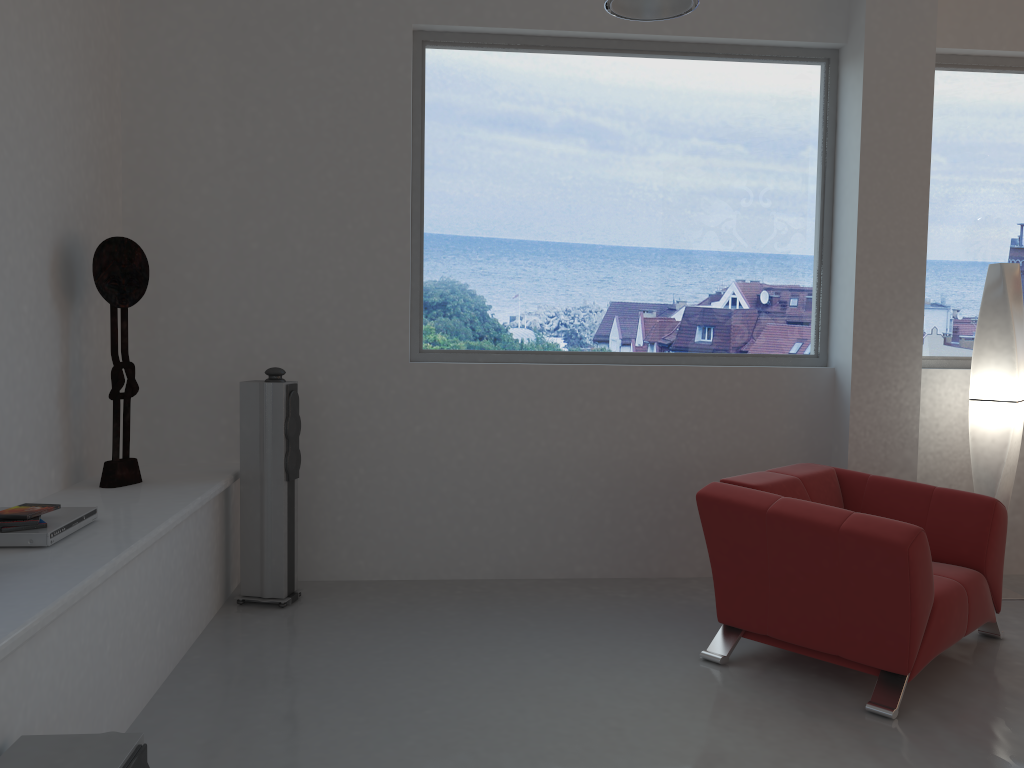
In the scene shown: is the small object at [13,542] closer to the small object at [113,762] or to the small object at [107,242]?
the small object at [107,242]

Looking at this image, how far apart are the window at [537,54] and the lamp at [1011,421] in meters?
0.8

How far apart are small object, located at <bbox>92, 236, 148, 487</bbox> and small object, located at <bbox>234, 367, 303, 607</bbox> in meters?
0.5 m

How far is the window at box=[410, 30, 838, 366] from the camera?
4.9m

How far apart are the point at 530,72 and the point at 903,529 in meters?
3.1 m

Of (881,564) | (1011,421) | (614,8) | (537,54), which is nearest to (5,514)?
(614,8)

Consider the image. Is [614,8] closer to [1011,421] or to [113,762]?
[1011,421]

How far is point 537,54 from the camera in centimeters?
490cm

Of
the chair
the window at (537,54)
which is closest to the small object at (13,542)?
the window at (537,54)

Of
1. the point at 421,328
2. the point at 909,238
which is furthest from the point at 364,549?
the point at 909,238
